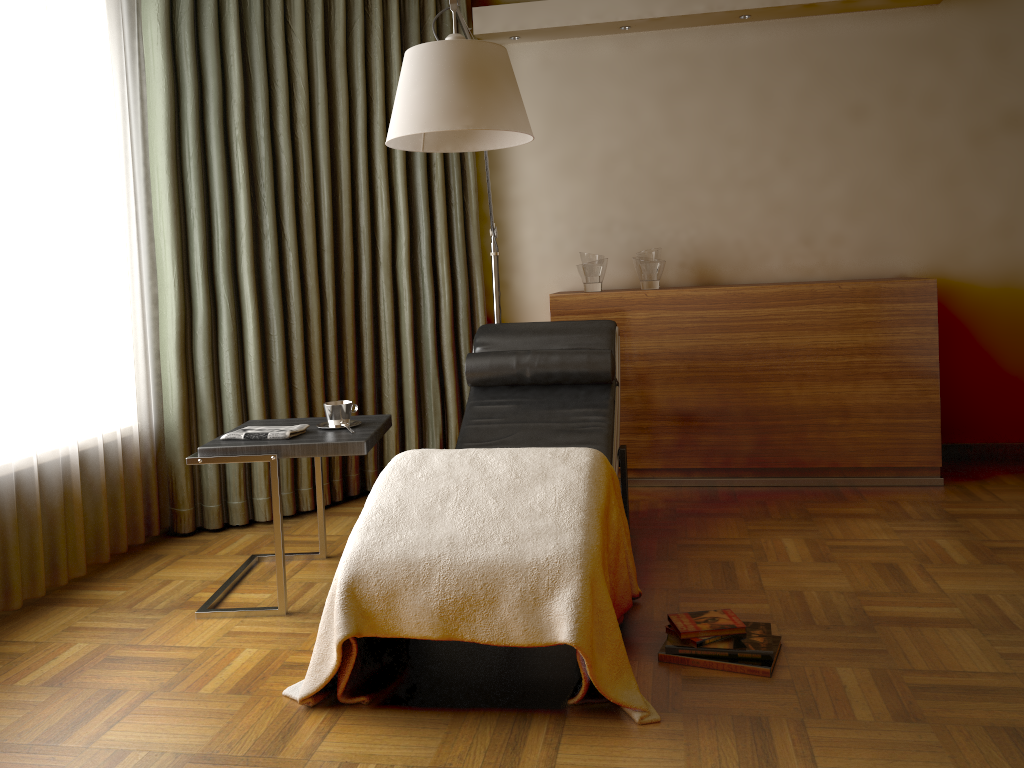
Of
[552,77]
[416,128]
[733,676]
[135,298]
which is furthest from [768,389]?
[135,298]

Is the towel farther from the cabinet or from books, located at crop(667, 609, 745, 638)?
the cabinet

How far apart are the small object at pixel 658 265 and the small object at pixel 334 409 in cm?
169

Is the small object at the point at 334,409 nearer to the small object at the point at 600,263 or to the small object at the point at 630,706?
the small object at the point at 630,706

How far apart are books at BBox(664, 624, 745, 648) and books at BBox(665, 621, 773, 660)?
0.02m

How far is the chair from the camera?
3.2m

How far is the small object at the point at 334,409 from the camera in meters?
2.9 m

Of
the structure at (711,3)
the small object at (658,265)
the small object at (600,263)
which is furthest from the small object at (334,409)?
the structure at (711,3)

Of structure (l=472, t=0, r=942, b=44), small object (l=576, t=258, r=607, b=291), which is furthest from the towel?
structure (l=472, t=0, r=942, b=44)

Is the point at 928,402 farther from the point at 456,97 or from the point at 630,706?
the point at 456,97
